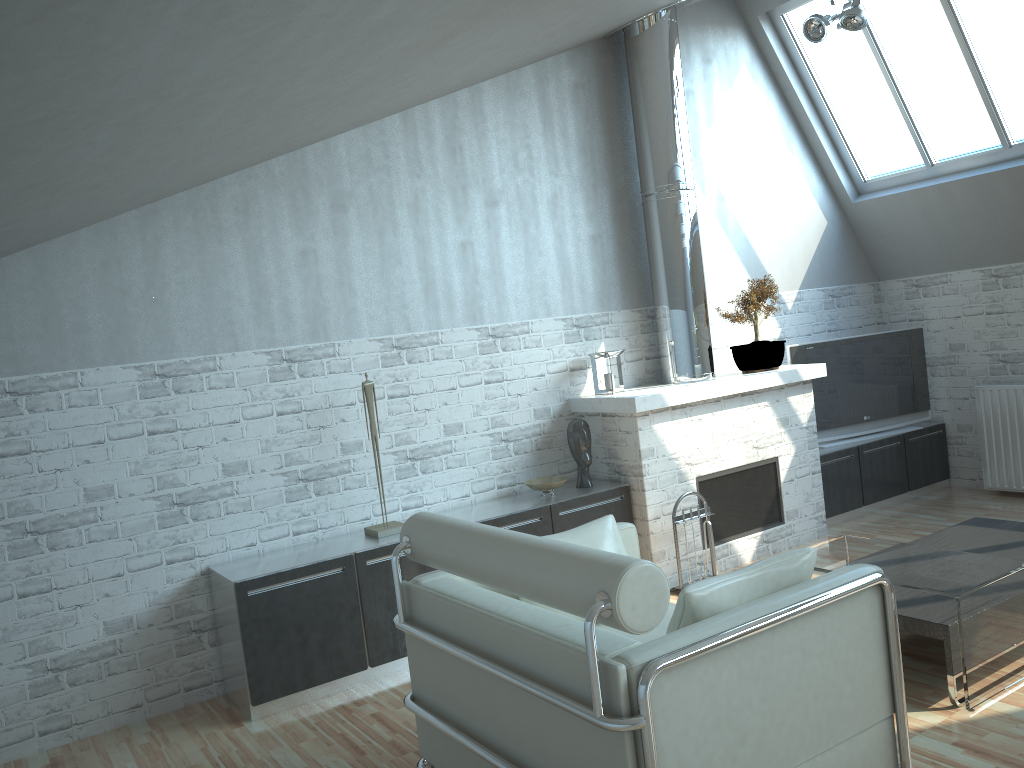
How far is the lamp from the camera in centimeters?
1040cm

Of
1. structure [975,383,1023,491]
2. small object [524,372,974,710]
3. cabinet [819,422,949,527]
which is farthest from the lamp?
small object [524,372,974,710]

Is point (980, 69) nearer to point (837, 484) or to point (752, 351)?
point (752, 351)

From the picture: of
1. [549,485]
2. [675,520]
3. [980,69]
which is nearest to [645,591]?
[549,485]

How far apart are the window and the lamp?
1.3 meters

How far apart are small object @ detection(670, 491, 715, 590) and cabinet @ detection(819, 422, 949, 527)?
3.2m

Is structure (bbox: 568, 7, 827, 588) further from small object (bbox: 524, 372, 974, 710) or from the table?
the table

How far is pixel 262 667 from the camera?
7.9m

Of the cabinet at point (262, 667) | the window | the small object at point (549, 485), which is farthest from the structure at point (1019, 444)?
the small object at point (549, 485)

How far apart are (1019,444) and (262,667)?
10.5 meters
